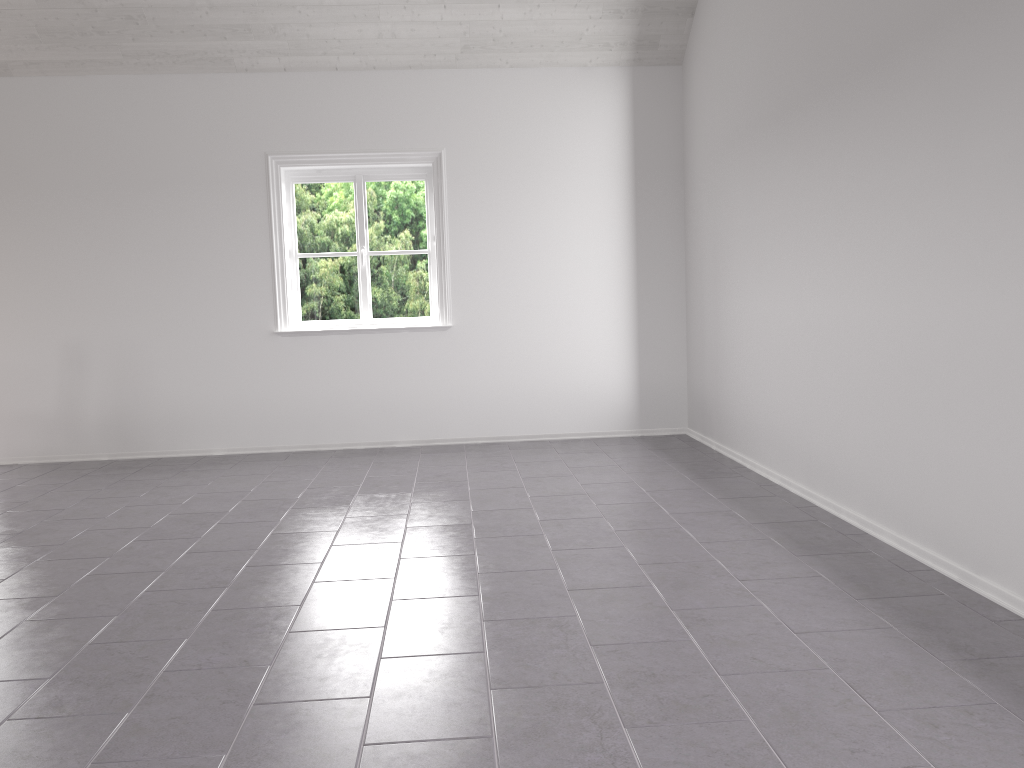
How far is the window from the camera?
6.4m

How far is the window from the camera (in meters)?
6.39
